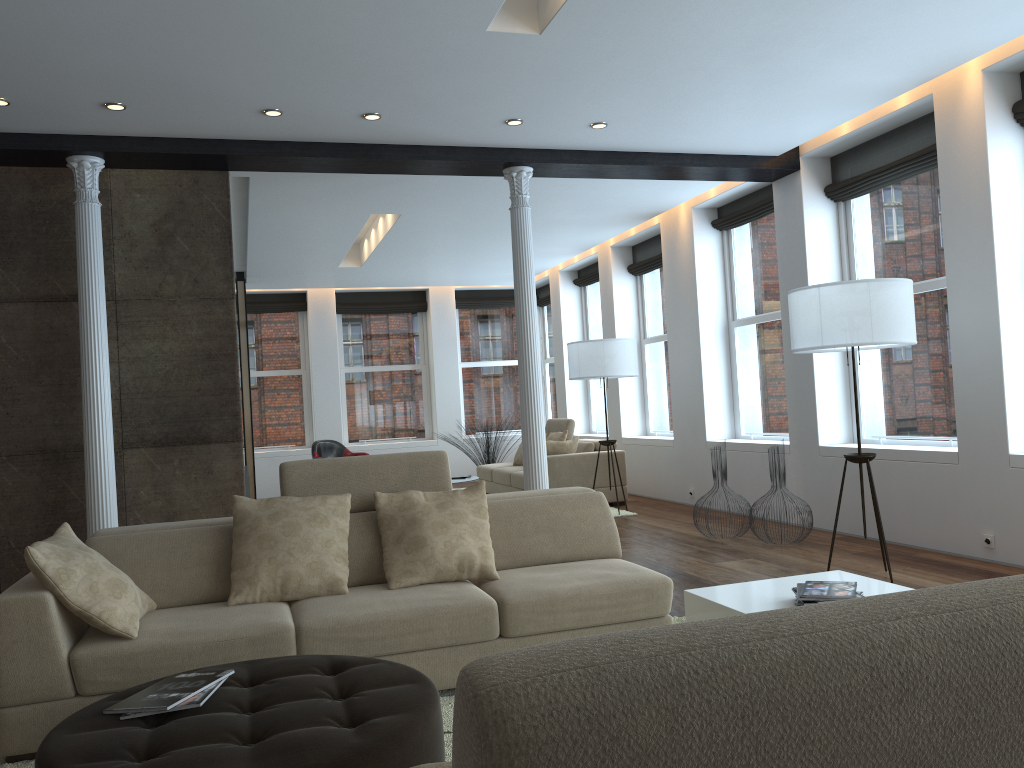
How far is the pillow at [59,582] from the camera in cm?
311

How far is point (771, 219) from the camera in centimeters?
817cm

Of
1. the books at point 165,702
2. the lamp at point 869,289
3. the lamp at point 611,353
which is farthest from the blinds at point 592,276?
the books at point 165,702

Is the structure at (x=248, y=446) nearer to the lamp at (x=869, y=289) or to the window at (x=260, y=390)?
the window at (x=260, y=390)

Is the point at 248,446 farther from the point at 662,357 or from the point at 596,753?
the point at 596,753

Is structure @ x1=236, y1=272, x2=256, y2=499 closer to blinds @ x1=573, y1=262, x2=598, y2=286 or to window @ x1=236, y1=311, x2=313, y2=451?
window @ x1=236, y1=311, x2=313, y2=451

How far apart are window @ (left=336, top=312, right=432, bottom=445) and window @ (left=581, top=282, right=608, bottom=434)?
2.73m

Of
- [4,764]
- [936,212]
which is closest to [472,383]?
[936,212]

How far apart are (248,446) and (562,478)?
4.4m

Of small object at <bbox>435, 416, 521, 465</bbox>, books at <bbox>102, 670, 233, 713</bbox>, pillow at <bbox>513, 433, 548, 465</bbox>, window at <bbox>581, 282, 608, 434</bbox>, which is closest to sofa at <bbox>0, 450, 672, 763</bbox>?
books at <bbox>102, 670, 233, 713</bbox>
